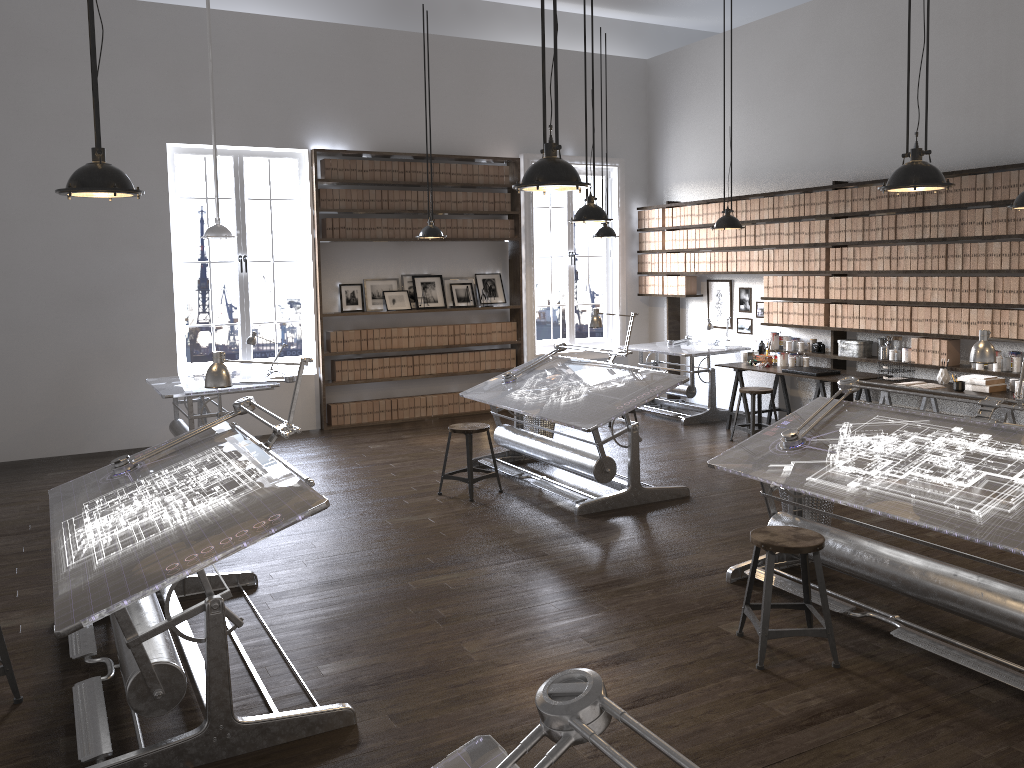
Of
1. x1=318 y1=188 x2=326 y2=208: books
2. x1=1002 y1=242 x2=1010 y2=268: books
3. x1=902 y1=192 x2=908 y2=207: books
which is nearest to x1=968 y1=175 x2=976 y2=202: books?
x1=1002 y1=242 x2=1010 y2=268: books

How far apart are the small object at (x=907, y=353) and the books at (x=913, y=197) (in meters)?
1.30

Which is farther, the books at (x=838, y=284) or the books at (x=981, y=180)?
the books at (x=838, y=284)

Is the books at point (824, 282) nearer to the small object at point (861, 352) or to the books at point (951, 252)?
the small object at point (861, 352)

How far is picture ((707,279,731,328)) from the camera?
10.2m

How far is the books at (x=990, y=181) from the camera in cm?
705

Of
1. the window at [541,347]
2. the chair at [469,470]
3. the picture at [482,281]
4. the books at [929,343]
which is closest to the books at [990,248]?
the books at [929,343]

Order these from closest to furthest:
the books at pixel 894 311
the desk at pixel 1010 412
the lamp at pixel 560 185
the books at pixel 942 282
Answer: the lamp at pixel 560 185 → the desk at pixel 1010 412 → the books at pixel 942 282 → the books at pixel 894 311

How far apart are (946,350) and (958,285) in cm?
56

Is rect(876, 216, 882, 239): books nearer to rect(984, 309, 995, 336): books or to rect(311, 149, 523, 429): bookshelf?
rect(984, 309, 995, 336): books
